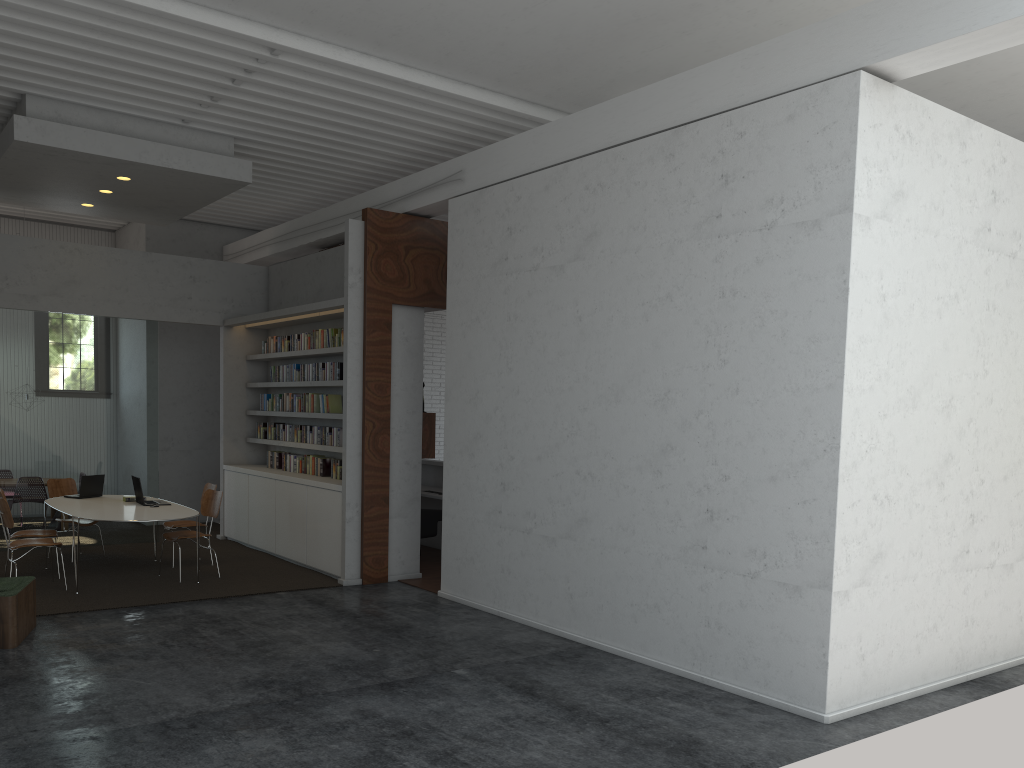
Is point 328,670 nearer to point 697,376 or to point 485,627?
point 485,627
